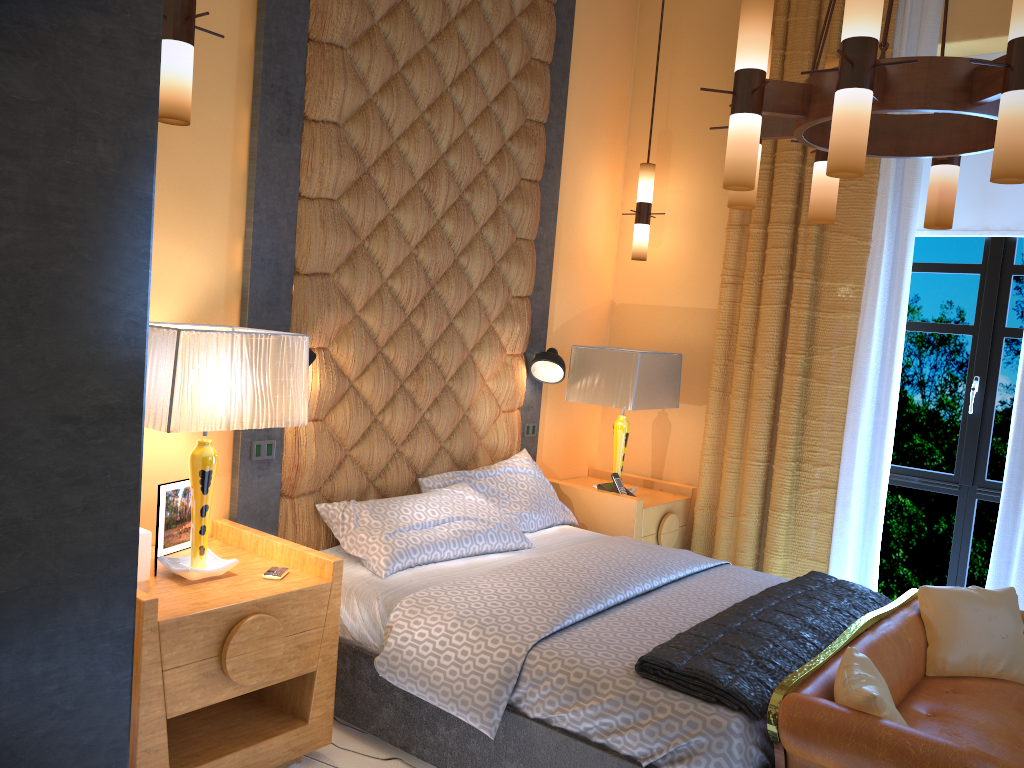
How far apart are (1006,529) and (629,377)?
1.8 meters

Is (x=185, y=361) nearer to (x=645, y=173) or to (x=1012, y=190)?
(x=645, y=173)

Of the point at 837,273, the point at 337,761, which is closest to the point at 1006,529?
the point at 837,273

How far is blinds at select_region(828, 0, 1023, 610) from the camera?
4.0m

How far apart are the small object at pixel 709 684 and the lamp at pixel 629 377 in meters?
1.2 m

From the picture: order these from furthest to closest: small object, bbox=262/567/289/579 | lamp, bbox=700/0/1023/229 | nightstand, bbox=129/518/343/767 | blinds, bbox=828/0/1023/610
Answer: blinds, bbox=828/0/1023/610, small object, bbox=262/567/289/579, nightstand, bbox=129/518/343/767, lamp, bbox=700/0/1023/229

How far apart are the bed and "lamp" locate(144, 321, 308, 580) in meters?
0.5 m

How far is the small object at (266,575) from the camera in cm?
287

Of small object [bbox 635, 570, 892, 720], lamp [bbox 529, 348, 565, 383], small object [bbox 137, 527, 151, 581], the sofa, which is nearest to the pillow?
the sofa

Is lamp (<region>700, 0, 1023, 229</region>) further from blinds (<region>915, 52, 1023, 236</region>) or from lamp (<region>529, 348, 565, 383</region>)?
lamp (<region>529, 348, 565, 383</region>)
